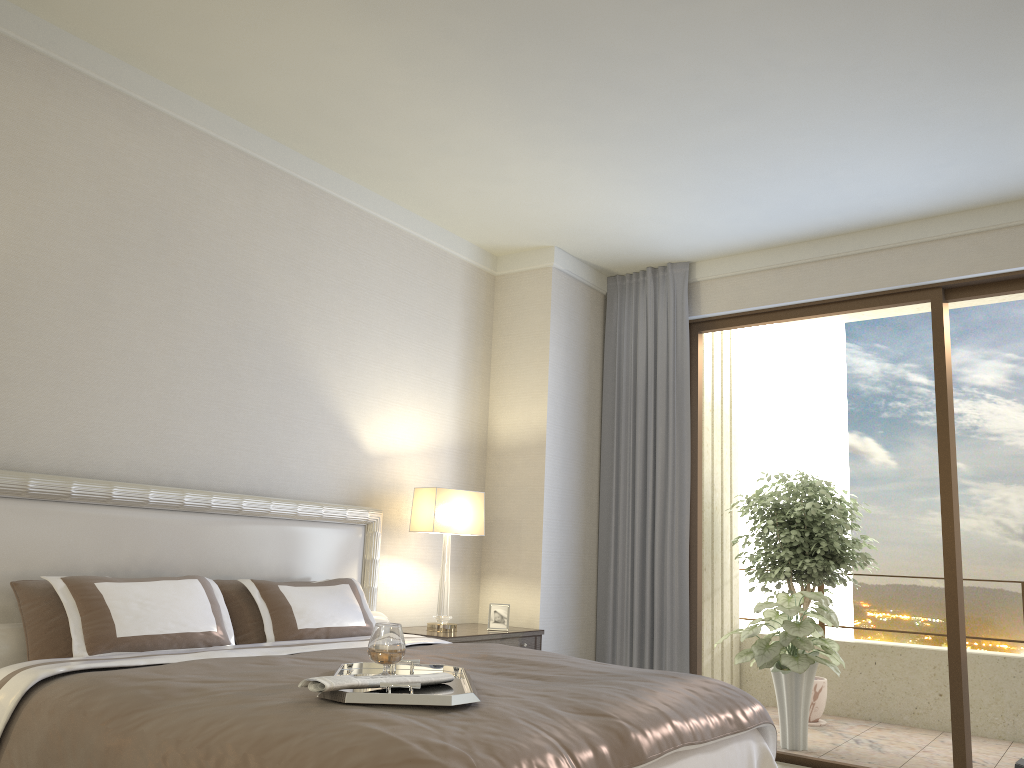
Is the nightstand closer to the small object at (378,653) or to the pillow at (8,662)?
the pillow at (8,662)

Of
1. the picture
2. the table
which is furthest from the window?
the table

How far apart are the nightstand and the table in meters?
2.5 m

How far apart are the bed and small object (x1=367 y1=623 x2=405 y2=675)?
0.2 meters

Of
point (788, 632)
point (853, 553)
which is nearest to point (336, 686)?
point (788, 632)

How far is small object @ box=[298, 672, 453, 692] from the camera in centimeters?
212cm

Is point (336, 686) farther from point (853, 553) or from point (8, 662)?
point (853, 553)

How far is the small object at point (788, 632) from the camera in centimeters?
569cm

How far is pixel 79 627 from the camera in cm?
296

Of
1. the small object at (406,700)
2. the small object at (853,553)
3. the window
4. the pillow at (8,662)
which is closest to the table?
the window
